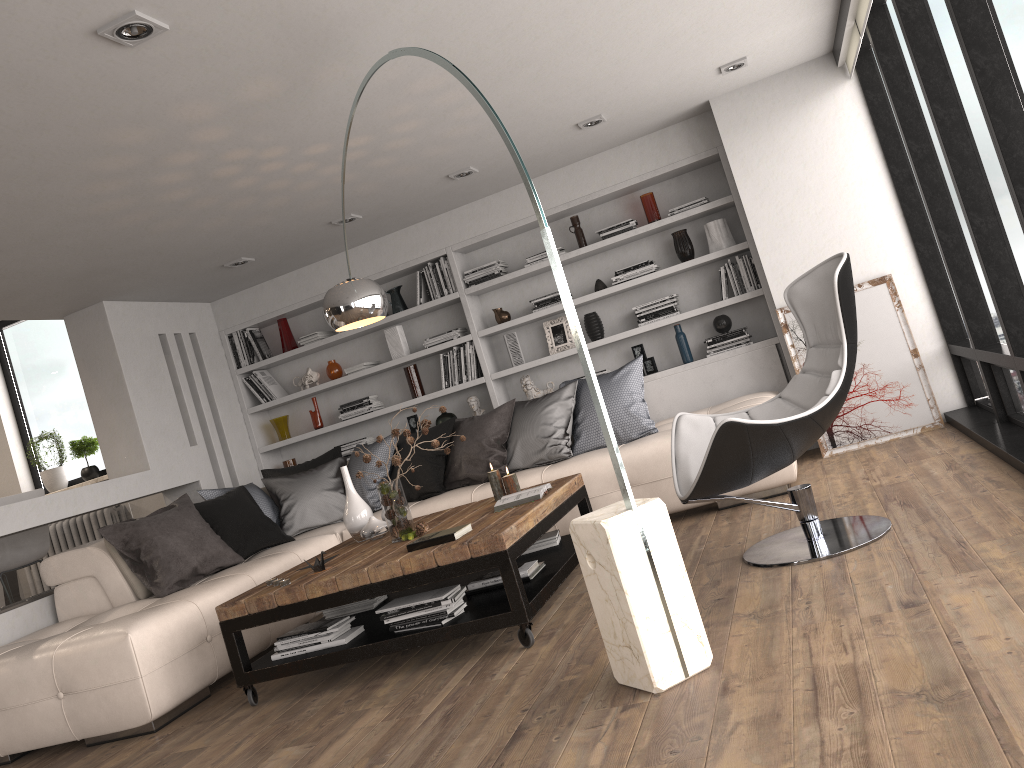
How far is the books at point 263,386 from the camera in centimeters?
736cm

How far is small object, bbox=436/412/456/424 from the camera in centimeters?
692cm

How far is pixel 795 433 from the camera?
3.36m

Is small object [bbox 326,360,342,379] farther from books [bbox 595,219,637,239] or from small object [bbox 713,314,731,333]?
small object [bbox 713,314,731,333]

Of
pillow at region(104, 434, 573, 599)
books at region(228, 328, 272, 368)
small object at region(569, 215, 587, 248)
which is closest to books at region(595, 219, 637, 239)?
small object at region(569, 215, 587, 248)

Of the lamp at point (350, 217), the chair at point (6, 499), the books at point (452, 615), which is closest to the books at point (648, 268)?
the lamp at point (350, 217)

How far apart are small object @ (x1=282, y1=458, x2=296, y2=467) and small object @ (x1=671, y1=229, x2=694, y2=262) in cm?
358

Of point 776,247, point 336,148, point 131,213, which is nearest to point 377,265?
point 336,148

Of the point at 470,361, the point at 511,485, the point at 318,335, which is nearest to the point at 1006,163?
the point at 511,485

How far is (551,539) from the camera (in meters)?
4.51
